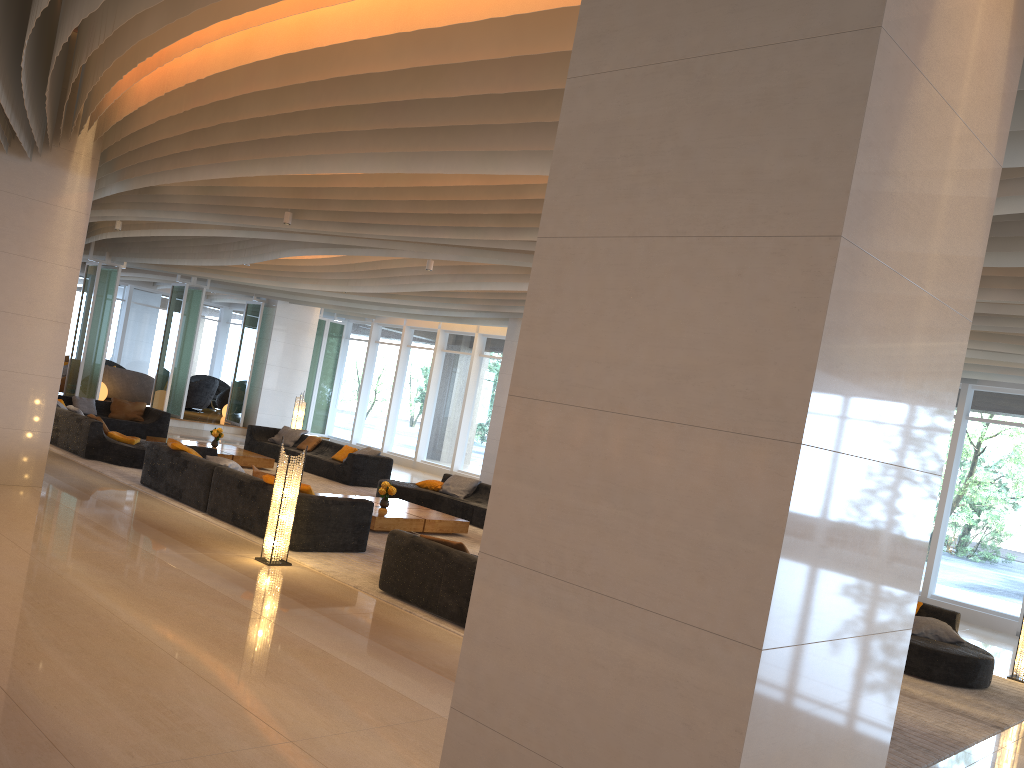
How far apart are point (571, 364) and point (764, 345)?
0.78m

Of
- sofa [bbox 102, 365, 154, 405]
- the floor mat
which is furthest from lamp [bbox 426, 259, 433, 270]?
sofa [bbox 102, 365, 154, 405]

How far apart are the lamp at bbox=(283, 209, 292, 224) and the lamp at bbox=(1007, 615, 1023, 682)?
9.40m

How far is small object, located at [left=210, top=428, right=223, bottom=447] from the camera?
15.7 meters

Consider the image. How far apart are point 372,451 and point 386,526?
5.3 meters

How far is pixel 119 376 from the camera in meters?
22.6

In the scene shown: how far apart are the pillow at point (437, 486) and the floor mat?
1.1 meters

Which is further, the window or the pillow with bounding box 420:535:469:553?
the window

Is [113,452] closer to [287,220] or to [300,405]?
[287,220]

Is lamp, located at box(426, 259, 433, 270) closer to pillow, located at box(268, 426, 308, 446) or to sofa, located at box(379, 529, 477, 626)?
sofa, located at box(379, 529, 477, 626)
